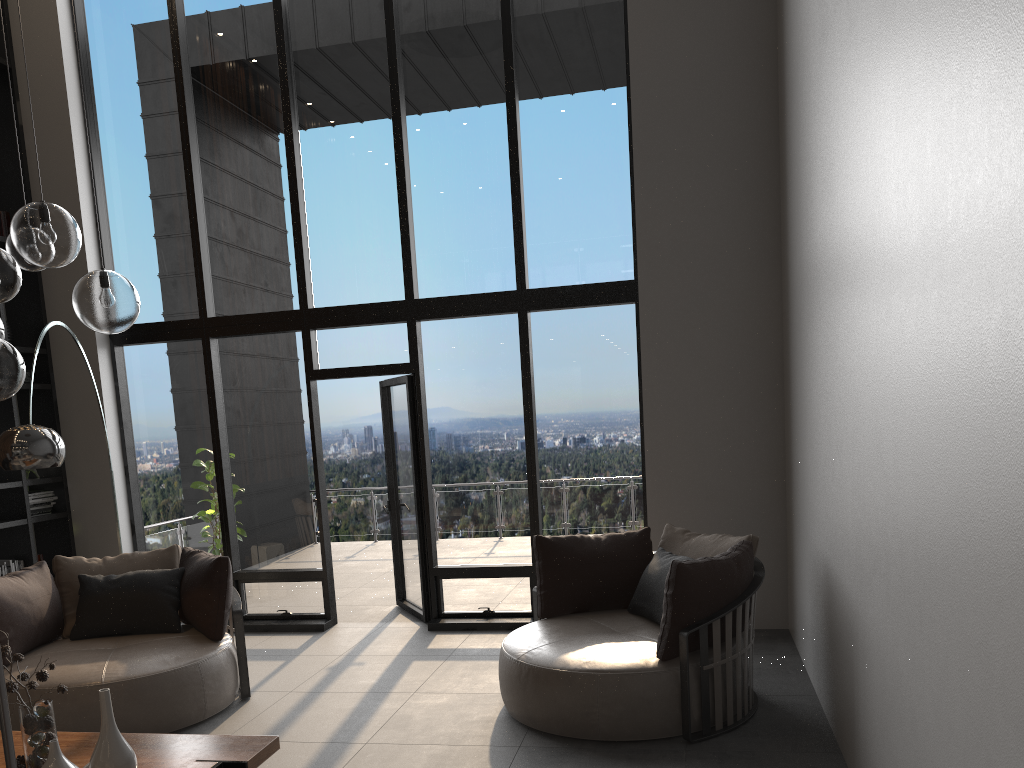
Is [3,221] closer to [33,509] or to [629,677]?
[33,509]

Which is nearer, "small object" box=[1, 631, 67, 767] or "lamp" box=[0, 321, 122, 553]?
"small object" box=[1, 631, 67, 767]

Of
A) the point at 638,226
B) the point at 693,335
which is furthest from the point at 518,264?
the point at 693,335

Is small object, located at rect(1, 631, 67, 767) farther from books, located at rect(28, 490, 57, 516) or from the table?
books, located at rect(28, 490, 57, 516)

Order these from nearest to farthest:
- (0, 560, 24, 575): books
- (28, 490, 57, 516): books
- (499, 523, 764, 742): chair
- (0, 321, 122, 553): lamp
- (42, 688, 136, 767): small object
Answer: (42, 688, 136, 767): small object → (499, 523, 764, 742): chair → (0, 321, 122, 553): lamp → (0, 560, 24, 575): books → (28, 490, 57, 516): books

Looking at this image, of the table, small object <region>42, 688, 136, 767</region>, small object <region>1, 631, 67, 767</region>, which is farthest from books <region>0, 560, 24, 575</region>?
small object <region>42, 688, 136, 767</region>

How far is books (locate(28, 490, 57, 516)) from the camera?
6.88m

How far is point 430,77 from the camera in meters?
6.8 m

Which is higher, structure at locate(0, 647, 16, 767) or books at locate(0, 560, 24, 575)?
structure at locate(0, 647, 16, 767)

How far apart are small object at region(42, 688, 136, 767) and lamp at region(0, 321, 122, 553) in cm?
178
